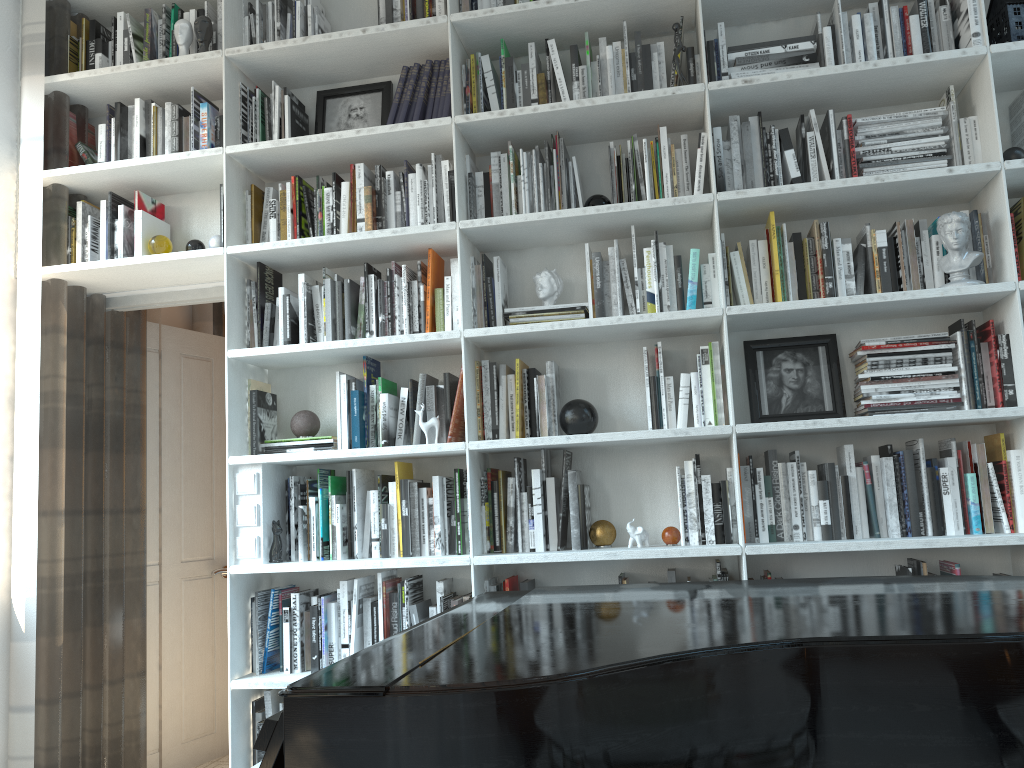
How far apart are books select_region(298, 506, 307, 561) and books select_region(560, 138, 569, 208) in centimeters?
151cm

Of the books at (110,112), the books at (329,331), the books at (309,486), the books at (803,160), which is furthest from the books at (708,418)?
the books at (110,112)

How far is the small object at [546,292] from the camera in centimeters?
305cm

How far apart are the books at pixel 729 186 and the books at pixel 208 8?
2.0 meters

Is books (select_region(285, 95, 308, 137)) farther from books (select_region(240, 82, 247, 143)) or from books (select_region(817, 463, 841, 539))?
books (select_region(817, 463, 841, 539))

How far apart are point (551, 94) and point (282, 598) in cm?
200

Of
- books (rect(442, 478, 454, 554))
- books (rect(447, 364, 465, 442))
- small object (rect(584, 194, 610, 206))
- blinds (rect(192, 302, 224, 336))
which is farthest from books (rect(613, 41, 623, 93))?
blinds (rect(192, 302, 224, 336))

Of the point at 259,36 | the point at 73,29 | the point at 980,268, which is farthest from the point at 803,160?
the point at 73,29

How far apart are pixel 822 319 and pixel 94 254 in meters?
2.7 m

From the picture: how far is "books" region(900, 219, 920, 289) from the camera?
2.8m
